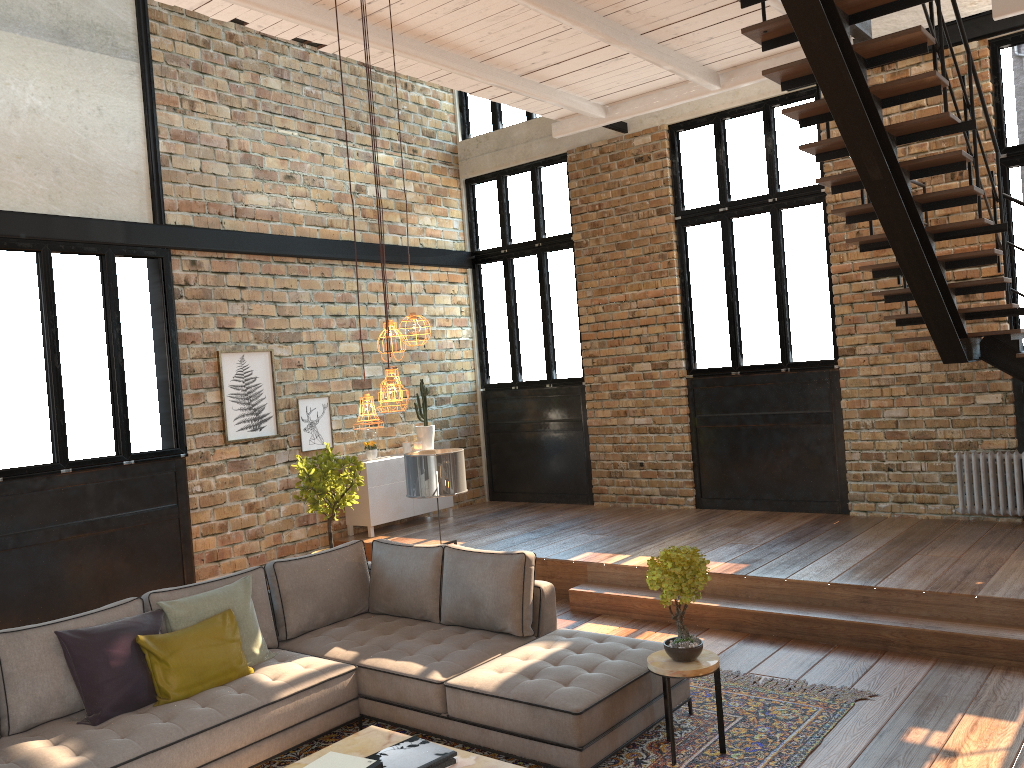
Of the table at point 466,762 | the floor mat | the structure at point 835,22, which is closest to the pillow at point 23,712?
the floor mat

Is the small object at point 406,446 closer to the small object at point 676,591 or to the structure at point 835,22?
the structure at point 835,22

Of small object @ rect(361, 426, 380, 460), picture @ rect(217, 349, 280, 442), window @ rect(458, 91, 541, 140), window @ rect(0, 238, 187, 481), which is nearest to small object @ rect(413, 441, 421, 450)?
small object @ rect(361, 426, 380, 460)

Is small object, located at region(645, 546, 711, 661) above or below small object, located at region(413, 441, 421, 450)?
below

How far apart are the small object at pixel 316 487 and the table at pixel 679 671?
4.20m

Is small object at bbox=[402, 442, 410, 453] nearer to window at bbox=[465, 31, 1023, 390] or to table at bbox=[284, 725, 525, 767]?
window at bbox=[465, 31, 1023, 390]

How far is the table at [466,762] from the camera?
3.58m

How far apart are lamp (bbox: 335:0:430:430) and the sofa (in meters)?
1.51

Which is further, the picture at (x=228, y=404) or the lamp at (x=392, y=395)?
the picture at (x=228, y=404)

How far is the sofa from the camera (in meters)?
4.06
